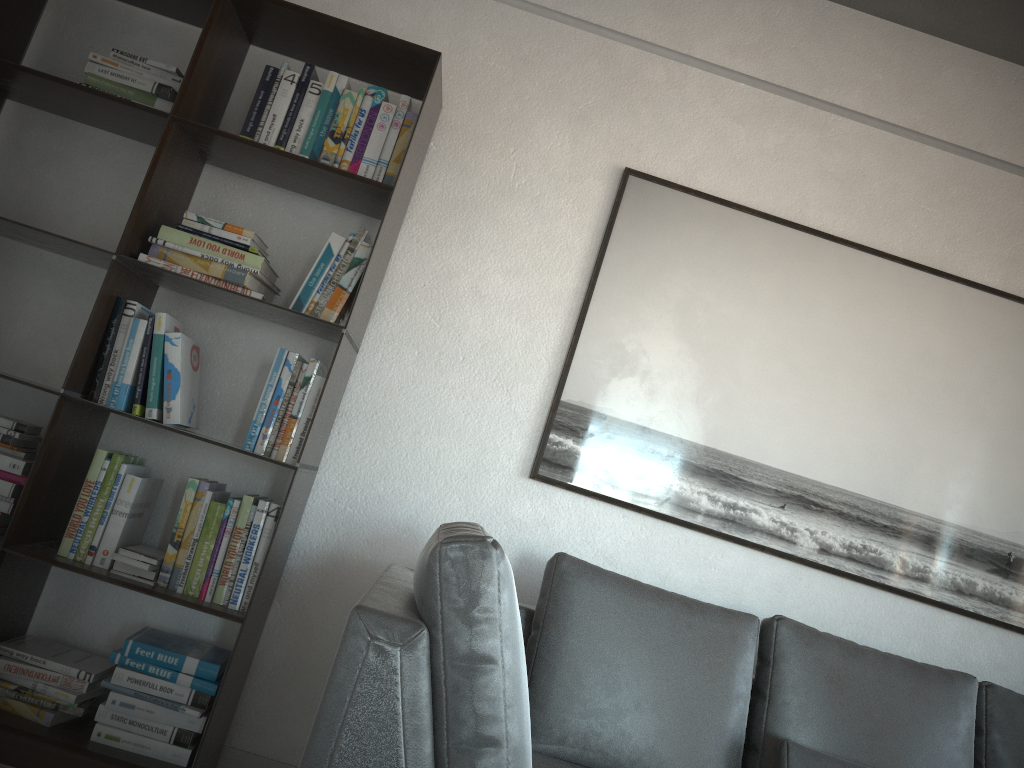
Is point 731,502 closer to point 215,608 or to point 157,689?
point 215,608

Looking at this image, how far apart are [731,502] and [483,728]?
1.4m

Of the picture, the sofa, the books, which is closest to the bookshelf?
the books

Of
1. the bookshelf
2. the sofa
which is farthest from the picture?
the bookshelf

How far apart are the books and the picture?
0.70m

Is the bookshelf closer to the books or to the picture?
the books

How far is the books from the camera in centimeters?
229cm

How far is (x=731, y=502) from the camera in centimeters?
274cm

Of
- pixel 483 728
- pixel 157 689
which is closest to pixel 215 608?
pixel 157 689

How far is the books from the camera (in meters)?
2.29
